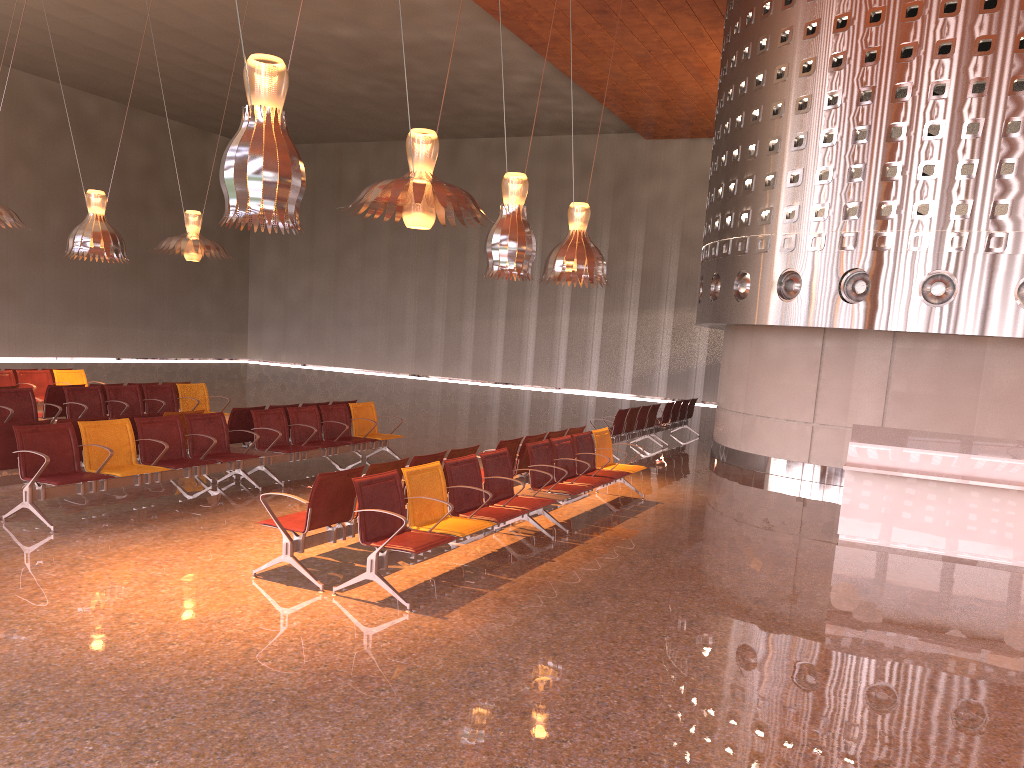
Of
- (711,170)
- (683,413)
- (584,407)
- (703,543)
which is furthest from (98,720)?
(584,407)

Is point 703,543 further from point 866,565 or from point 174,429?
point 174,429
